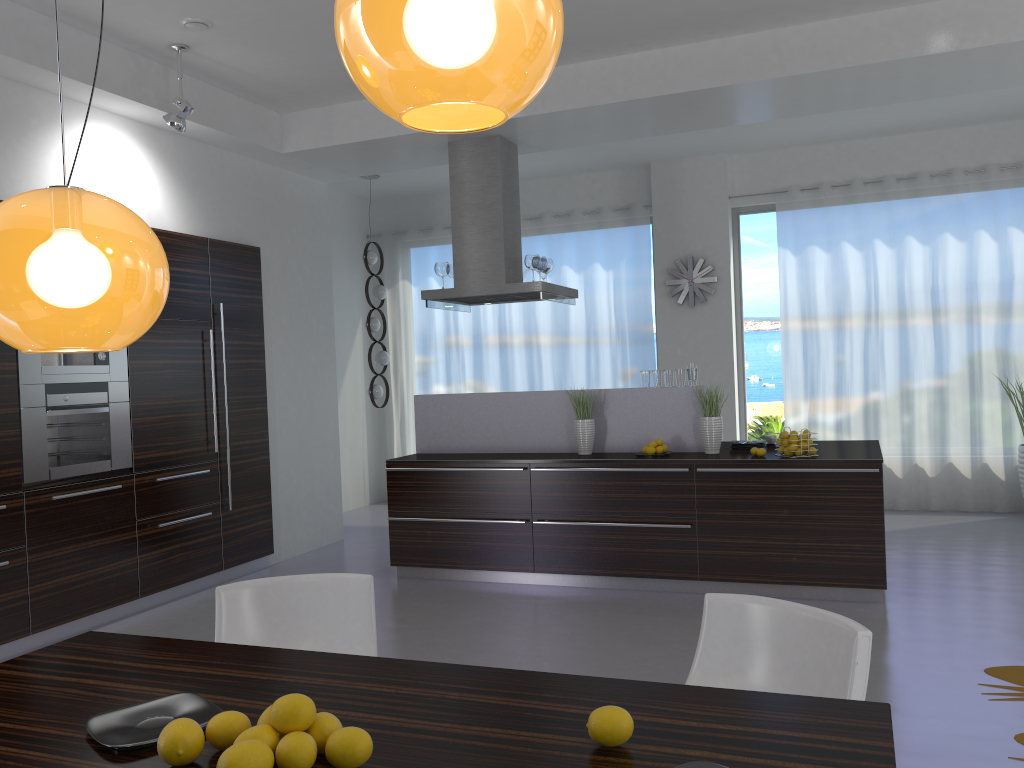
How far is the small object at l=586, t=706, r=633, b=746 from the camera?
1.54m

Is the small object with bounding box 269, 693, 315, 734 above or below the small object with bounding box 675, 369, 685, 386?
below

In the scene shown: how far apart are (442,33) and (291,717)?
1.1m

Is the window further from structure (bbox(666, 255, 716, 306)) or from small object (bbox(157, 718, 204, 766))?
small object (bbox(157, 718, 204, 766))

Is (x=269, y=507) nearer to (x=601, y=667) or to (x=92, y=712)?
(x=601, y=667)

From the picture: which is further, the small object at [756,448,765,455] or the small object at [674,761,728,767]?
the small object at [756,448,765,455]

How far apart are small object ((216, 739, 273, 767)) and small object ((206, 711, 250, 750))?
0.1 meters

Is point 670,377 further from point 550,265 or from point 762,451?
point 550,265

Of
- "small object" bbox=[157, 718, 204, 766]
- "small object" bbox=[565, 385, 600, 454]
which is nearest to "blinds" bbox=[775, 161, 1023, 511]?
"small object" bbox=[565, 385, 600, 454]

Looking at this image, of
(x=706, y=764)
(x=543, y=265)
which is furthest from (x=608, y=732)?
(x=543, y=265)
